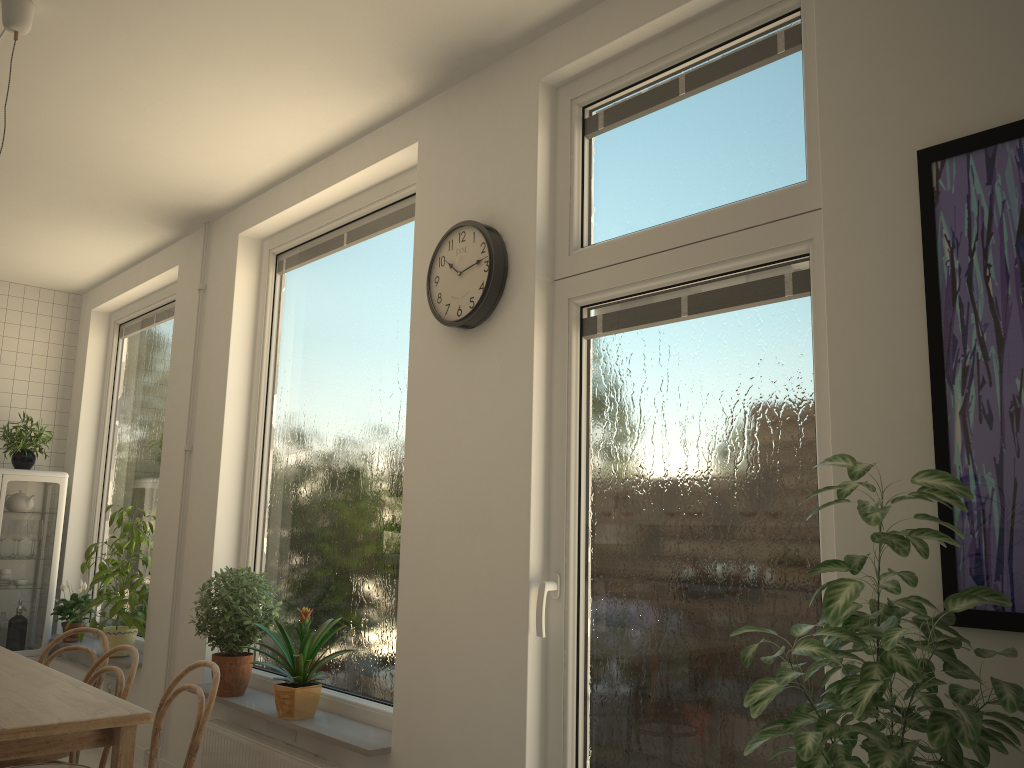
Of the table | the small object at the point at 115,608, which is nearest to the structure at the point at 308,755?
the table

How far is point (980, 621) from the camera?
1.71m

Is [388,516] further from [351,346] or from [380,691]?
[351,346]

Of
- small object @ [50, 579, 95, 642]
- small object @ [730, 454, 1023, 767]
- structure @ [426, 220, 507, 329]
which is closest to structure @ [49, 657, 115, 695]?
small object @ [50, 579, 95, 642]

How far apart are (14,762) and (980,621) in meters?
3.3 m

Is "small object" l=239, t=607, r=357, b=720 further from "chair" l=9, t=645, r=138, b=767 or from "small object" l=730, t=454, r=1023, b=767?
"small object" l=730, t=454, r=1023, b=767

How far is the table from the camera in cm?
228

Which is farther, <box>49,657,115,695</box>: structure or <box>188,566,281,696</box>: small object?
<box>49,657,115,695</box>: structure

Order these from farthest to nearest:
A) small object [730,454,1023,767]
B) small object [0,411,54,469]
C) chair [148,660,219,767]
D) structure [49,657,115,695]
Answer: small object [0,411,54,469], structure [49,657,115,695], chair [148,660,219,767], small object [730,454,1023,767]

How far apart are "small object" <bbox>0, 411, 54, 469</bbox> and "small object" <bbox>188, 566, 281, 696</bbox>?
2.5m
